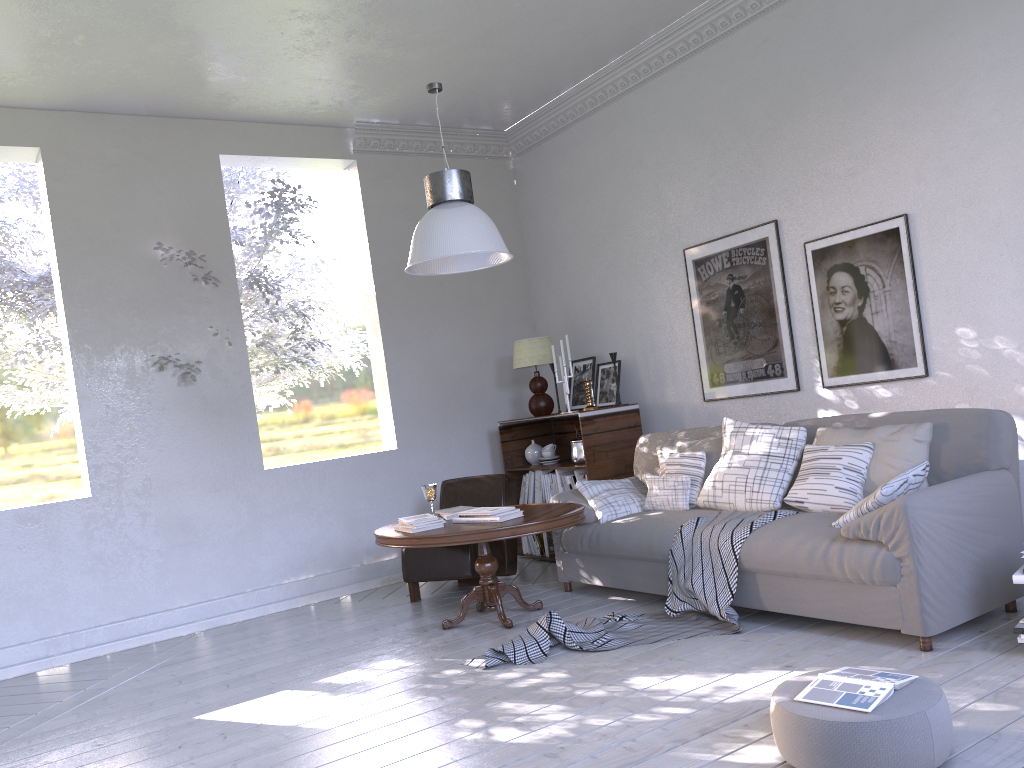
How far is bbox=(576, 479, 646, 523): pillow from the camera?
3.9m

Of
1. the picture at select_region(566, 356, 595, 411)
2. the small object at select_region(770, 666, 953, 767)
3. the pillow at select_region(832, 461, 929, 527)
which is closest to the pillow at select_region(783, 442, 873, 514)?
the pillow at select_region(832, 461, 929, 527)

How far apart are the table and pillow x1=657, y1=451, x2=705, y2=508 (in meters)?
0.46

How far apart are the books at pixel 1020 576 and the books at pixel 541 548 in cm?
285

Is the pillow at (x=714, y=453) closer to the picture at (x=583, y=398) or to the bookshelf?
the bookshelf

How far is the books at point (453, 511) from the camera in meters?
3.9

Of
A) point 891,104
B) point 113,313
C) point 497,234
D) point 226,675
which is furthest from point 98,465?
point 891,104

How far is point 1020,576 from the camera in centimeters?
242cm

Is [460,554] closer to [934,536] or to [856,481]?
[856,481]

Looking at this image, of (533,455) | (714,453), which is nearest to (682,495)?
(714,453)
